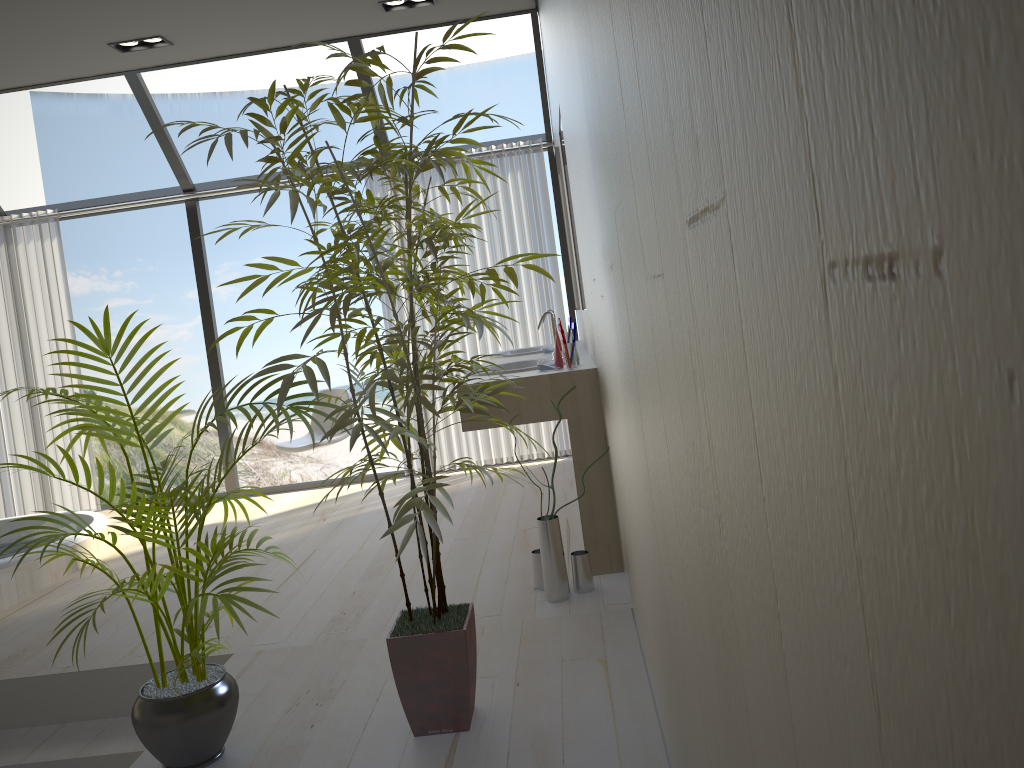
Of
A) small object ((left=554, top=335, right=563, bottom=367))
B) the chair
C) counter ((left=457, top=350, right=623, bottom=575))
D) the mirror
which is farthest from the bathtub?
the mirror

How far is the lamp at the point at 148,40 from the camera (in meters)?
4.84

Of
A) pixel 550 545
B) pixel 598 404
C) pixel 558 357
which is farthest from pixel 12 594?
pixel 598 404

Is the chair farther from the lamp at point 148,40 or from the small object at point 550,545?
the small object at point 550,545

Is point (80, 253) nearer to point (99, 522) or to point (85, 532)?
point (99, 522)

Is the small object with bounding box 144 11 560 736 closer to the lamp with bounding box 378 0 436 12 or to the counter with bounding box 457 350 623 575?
the counter with bounding box 457 350 623 575

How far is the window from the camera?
5.3m

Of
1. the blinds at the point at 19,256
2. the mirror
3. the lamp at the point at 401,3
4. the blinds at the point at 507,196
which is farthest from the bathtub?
the lamp at the point at 401,3

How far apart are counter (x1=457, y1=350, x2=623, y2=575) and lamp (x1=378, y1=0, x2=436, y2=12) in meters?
2.1

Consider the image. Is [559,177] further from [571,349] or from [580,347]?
[571,349]
